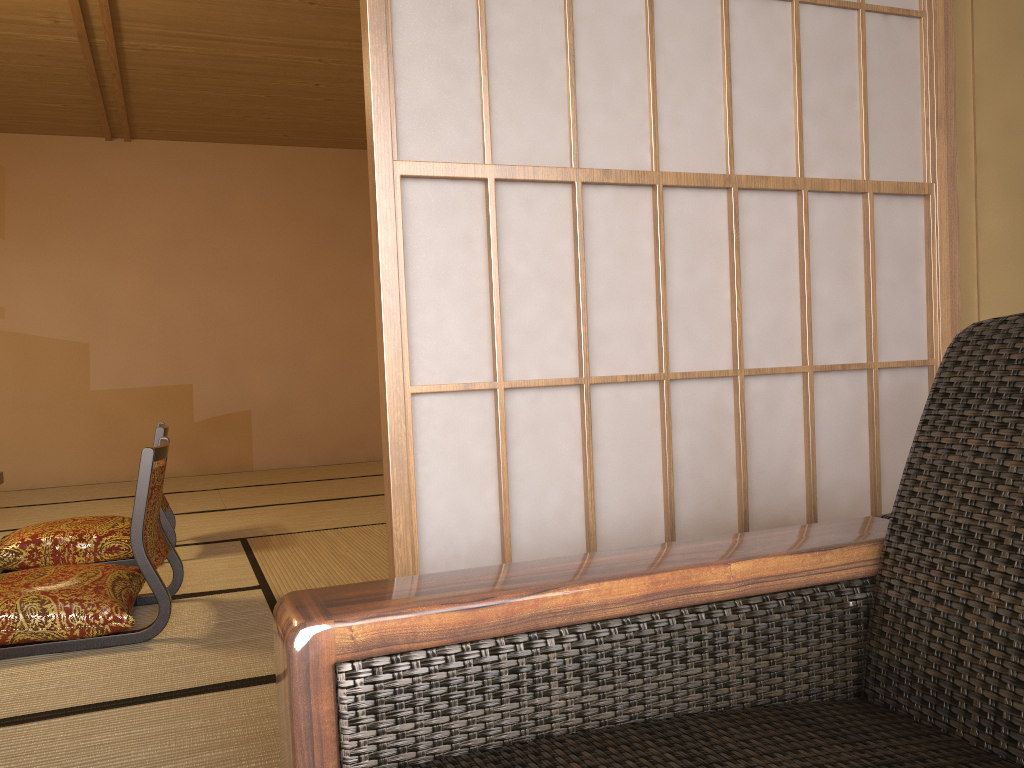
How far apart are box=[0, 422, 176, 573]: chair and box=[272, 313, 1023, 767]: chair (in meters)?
2.95

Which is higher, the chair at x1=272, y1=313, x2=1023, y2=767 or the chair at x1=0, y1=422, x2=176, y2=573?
the chair at x1=272, y1=313, x2=1023, y2=767

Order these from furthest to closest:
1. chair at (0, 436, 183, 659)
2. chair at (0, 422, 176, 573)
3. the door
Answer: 1. chair at (0, 422, 176, 573)
2. chair at (0, 436, 183, 659)
3. the door

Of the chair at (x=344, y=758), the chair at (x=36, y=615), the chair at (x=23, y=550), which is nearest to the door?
the chair at (x=344, y=758)

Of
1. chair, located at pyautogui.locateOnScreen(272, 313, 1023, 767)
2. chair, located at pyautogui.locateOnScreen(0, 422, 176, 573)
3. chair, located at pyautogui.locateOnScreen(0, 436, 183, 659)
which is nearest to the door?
chair, located at pyautogui.locateOnScreen(272, 313, 1023, 767)

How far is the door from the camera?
1.3m

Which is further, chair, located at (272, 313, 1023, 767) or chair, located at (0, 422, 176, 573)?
chair, located at (0, 422, 176, 573)

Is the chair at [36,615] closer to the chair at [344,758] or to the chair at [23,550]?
the chair at [23,550]

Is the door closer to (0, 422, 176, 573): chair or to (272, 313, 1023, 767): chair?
(272, 313, 1023, 767): chair

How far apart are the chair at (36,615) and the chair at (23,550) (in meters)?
0.61
